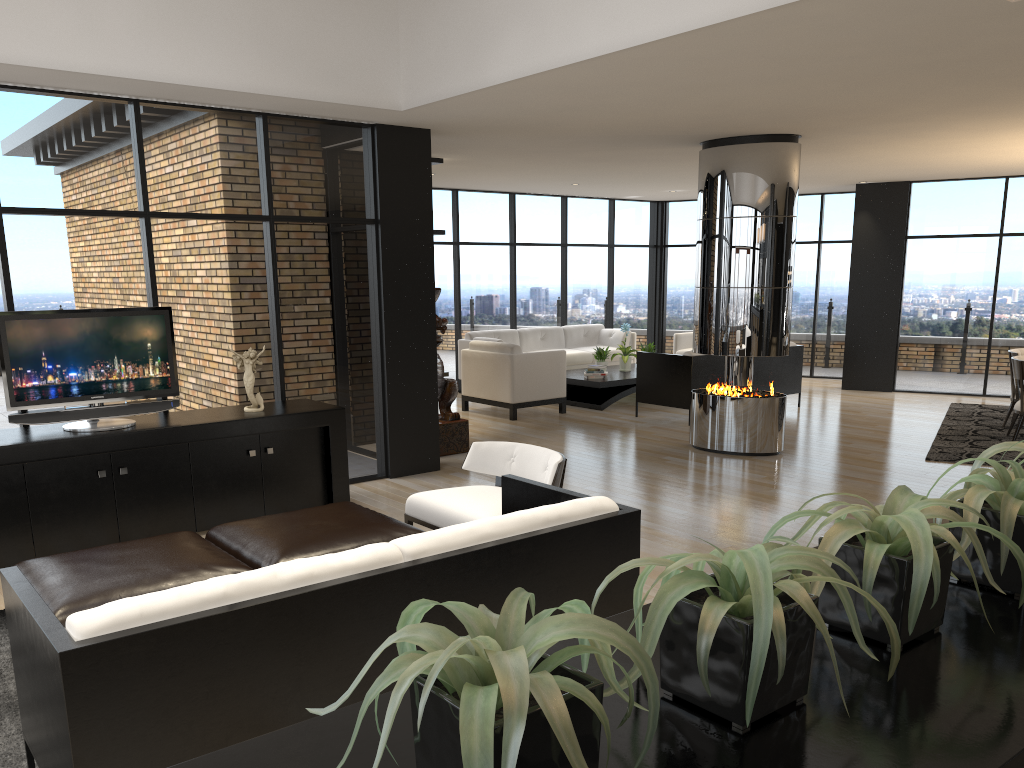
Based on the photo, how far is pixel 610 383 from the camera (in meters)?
10.66

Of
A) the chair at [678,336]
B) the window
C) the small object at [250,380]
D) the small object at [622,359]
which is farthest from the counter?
the chair at [678,336]

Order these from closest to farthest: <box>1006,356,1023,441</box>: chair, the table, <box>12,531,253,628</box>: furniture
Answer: <box>12,531,253,628</box>: furniture < <box>1006,356,1023,441</box>: chair < the table

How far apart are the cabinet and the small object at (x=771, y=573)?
4.6m

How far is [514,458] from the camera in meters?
5.1

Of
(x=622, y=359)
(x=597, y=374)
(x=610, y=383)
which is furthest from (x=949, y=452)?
(x=622, y=359)

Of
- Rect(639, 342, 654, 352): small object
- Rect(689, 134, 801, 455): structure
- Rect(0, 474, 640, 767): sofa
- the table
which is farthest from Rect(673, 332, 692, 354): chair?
Rect(0, 474, 640, 767): sofa

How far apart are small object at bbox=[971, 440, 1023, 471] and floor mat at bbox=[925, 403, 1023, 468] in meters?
6.3 m

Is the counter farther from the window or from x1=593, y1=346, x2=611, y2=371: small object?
x1=593, y1=346, x2=611, y2=371: small object

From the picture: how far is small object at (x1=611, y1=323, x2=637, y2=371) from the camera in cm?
1150
